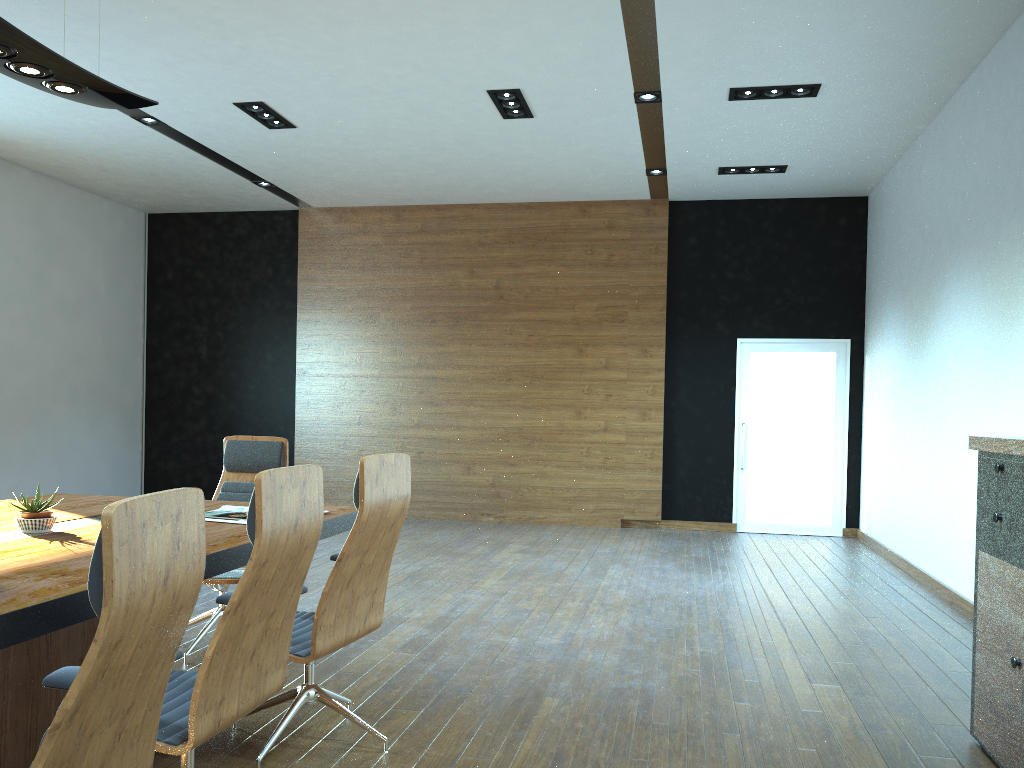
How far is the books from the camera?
3.77m

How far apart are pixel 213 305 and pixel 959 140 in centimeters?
848cm

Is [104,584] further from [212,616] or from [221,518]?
A: [212,616]

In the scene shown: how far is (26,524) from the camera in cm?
331

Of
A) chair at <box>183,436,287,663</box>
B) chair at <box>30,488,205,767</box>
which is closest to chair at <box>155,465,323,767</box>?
chair at <box>30,488,205,767</box>

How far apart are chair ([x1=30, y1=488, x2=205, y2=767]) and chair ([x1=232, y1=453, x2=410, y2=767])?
1.2m

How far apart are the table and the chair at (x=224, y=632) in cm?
13

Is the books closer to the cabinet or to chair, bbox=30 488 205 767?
chair, bbox=30 488 205 767

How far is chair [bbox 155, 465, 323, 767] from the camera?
2.30m

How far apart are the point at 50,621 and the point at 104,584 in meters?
0.9
